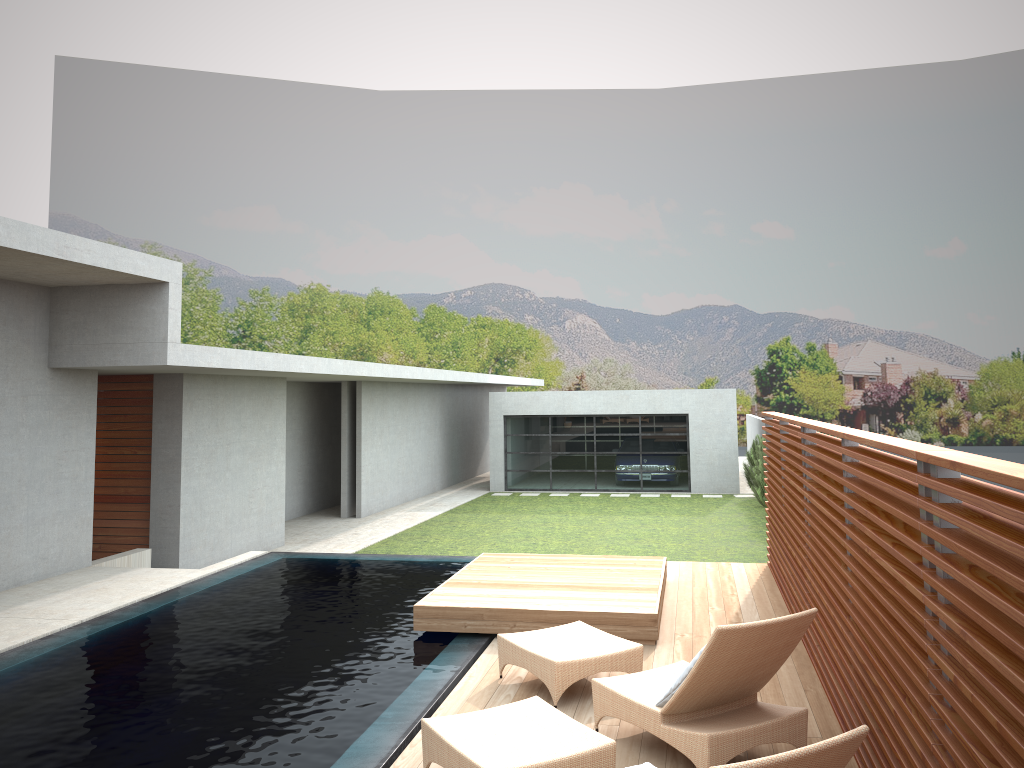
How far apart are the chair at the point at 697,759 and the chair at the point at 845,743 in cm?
46

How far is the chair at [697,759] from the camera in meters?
4.5 m

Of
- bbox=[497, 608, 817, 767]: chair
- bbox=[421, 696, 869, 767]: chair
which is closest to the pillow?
bbox=[497, 608, 817, 767]: chair

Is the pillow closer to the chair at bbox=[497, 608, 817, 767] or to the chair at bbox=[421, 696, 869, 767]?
the chair at bbox=[497, 608, 817, 767]

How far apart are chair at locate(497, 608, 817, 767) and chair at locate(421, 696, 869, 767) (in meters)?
0.46

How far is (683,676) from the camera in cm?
477

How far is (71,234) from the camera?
8.2 meters

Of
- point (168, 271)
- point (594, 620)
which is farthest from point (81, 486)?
point (594, 620)

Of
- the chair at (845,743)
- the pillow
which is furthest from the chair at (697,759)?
the chair at (845,743)

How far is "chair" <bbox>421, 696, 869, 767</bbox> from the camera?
3.0m
